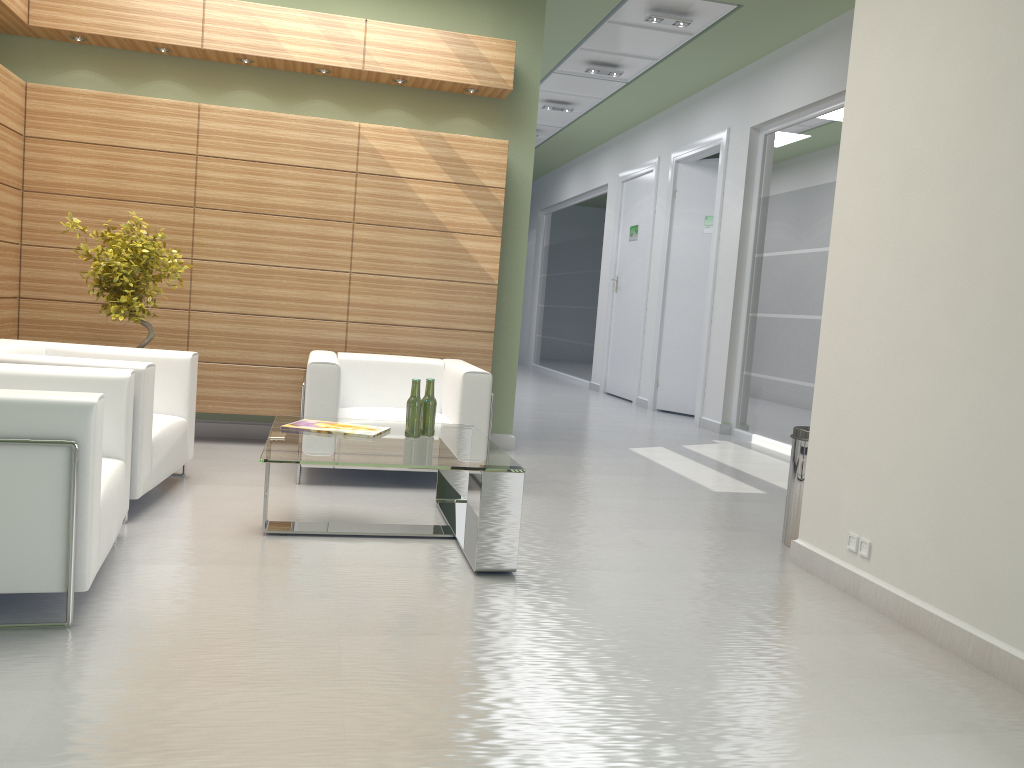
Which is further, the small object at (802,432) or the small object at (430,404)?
the small object at (802,432)

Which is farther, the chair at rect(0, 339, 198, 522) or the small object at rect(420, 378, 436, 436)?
the small object at rect(420, 378, 436, 436)

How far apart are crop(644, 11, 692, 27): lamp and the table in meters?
7.9 m

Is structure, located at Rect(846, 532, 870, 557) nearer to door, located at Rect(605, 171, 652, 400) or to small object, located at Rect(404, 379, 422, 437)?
small object, located at Rect(404, 379, 422, 437)

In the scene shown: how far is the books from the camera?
7.0m

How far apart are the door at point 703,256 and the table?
10.4m

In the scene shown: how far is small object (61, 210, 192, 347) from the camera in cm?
869

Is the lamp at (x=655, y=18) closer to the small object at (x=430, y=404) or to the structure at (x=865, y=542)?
the small object at (x=430, y=404)

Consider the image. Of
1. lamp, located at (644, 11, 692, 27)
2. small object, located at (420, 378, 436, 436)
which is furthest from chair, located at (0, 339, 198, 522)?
lamp, located at (644, 11, 692, 27)

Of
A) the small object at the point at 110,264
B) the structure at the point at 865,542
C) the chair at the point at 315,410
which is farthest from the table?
the structure at the point at 865,542
